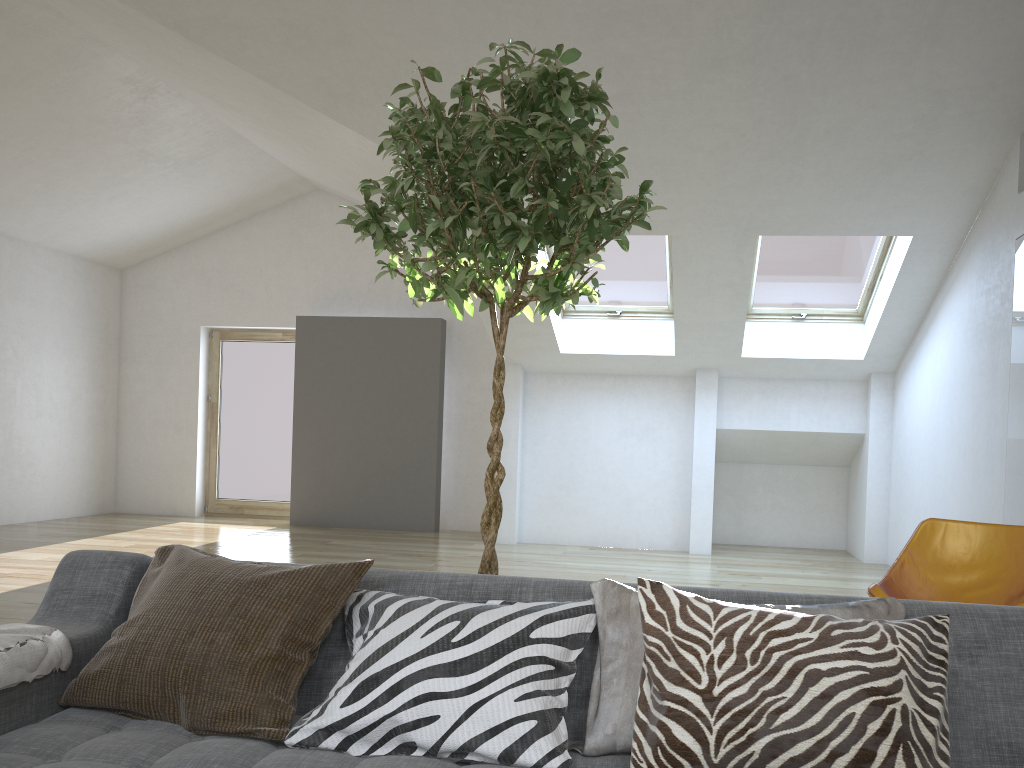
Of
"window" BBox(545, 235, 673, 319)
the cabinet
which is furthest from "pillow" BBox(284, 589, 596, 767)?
"window" BBox(545, 235, 673, 319)

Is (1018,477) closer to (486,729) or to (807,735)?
(807,735)

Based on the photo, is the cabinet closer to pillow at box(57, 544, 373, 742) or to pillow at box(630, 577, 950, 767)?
pillow at box(630, 577, 950, 767)

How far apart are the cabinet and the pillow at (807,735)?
3.7m

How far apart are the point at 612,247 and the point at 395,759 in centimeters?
606cm

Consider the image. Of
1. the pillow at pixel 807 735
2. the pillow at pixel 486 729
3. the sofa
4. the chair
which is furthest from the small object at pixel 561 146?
the chair

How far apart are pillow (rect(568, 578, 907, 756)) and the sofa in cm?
1

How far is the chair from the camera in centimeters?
361cm

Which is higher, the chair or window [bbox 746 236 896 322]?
window [bbox 746 236 896 322]

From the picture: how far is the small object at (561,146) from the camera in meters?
2.0 m
